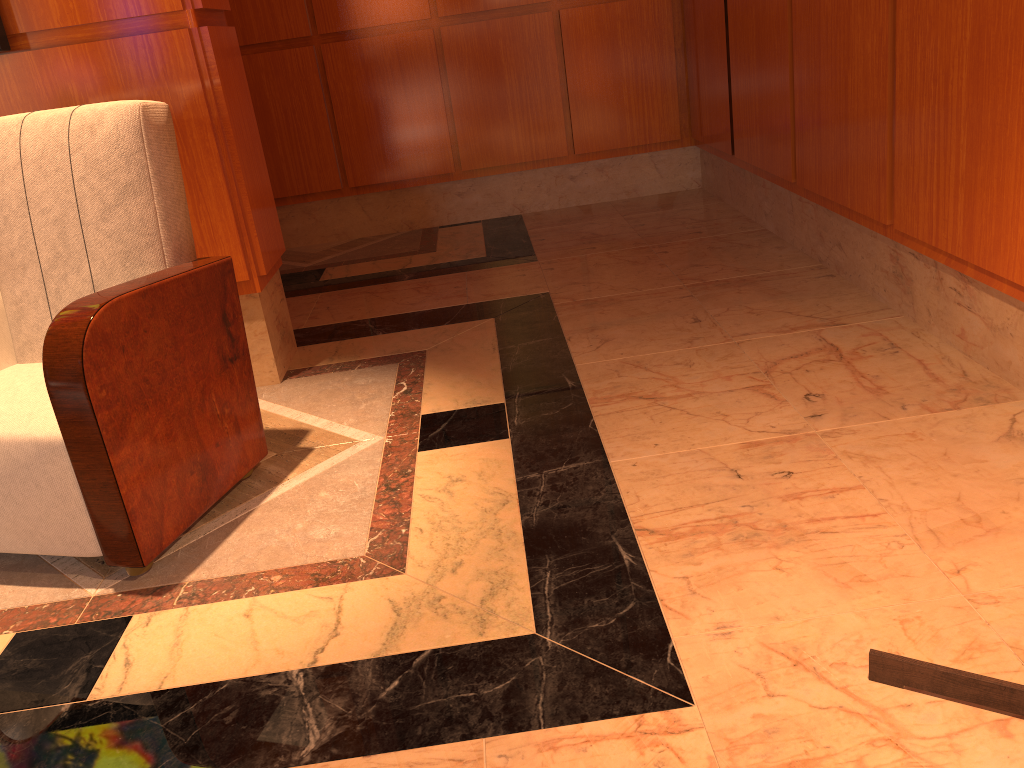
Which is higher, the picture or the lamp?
the picture

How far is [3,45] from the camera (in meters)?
2.44

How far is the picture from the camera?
2.4 meters

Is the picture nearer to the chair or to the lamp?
the chair

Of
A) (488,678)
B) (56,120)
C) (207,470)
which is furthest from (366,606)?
(56,120)

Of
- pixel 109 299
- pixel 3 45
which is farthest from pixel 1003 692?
pixel 3 45

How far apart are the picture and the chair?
0.45m

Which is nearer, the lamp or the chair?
the lamp

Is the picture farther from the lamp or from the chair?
the lamp

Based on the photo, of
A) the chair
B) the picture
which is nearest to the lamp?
the chair
